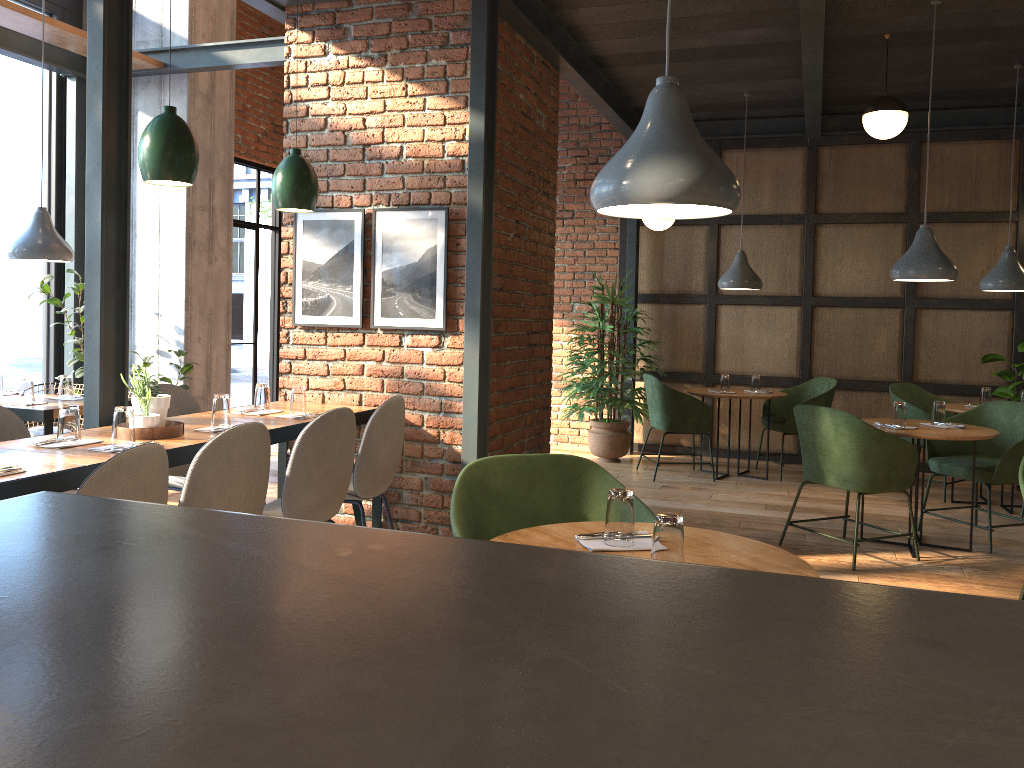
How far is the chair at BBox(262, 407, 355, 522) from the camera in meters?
3.4

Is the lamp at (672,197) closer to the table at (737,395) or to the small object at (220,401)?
the small object at (220,401)

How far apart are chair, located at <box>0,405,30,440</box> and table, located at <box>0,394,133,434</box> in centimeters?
128cm

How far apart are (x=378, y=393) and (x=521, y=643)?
4.5m

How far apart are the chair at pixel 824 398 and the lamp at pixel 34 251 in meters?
5.2

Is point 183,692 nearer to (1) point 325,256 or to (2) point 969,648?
(2) point 969,648

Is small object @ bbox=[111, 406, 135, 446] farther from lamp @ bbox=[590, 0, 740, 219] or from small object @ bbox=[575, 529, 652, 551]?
lamp @ bbox=[590, 0, 740, 219]

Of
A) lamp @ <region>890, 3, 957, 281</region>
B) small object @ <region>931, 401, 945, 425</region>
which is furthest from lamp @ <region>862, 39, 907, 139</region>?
small object @ <region>931, 401, 945, 425</region>

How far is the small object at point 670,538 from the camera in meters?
2.0 m

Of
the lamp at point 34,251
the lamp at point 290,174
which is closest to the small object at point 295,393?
the lamp at point 290,174
